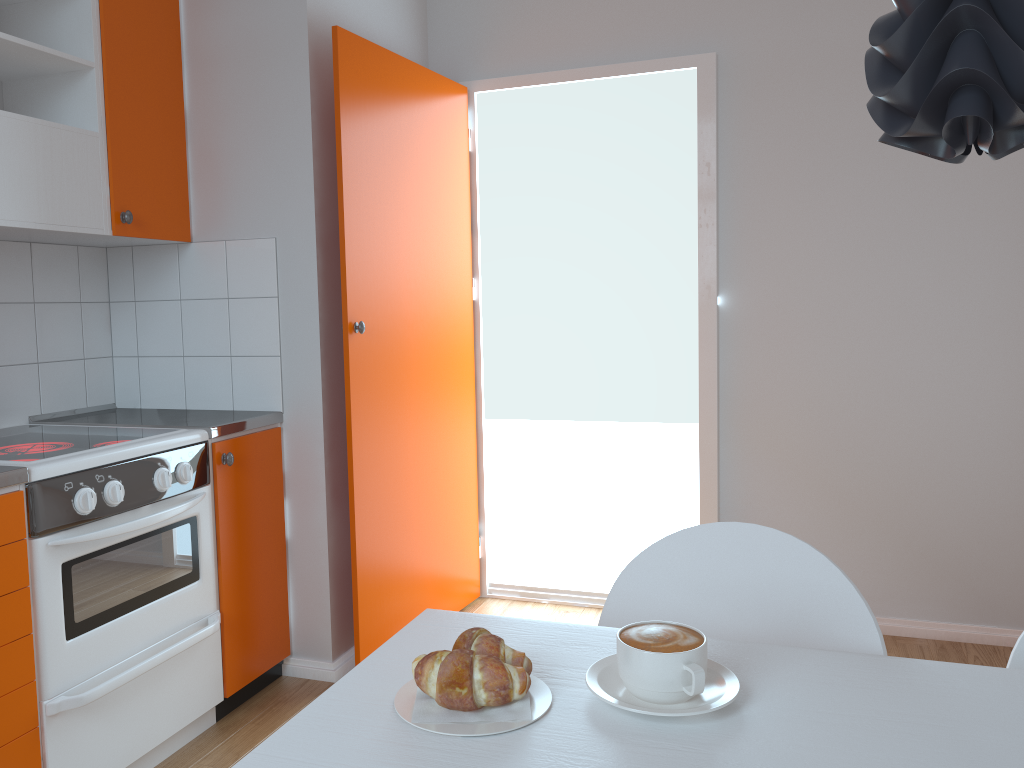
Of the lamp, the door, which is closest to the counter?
the door

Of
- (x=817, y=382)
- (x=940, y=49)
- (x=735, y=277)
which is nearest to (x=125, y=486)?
(x=940, y=49)

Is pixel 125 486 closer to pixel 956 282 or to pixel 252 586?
pixel 252 586

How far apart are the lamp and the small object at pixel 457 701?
0.6m

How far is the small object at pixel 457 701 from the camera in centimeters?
89cm

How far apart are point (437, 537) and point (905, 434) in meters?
1.7

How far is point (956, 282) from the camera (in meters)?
2.99

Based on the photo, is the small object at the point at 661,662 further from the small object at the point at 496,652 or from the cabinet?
the cabinet

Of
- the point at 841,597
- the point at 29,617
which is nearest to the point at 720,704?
the point at 841,597

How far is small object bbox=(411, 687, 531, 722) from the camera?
0.89m
